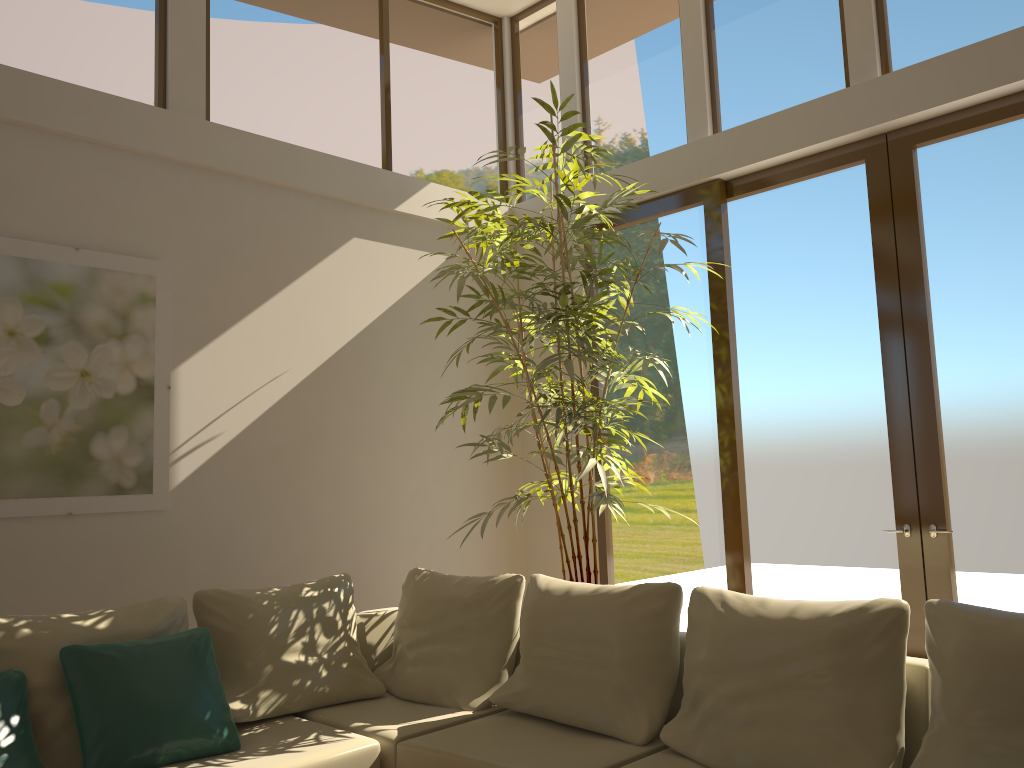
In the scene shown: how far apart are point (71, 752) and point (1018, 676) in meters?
3.1 m

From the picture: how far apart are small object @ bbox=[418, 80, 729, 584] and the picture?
1.4 meters

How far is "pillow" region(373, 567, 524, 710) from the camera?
3.9m

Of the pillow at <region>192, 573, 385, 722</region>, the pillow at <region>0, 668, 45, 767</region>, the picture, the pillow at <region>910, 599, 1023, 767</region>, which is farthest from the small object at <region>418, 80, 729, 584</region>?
the pillow at <region>0, 668, 45, 767</region>

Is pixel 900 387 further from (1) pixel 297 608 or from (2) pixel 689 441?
(1) pixel 297 608

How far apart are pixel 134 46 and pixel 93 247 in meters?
1.2 m

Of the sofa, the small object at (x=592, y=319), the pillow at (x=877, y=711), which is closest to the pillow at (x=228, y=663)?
the sofa

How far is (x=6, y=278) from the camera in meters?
4.1

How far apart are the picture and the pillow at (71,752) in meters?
0.8

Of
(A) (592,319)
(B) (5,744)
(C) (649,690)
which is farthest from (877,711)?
(B) (5,744)
